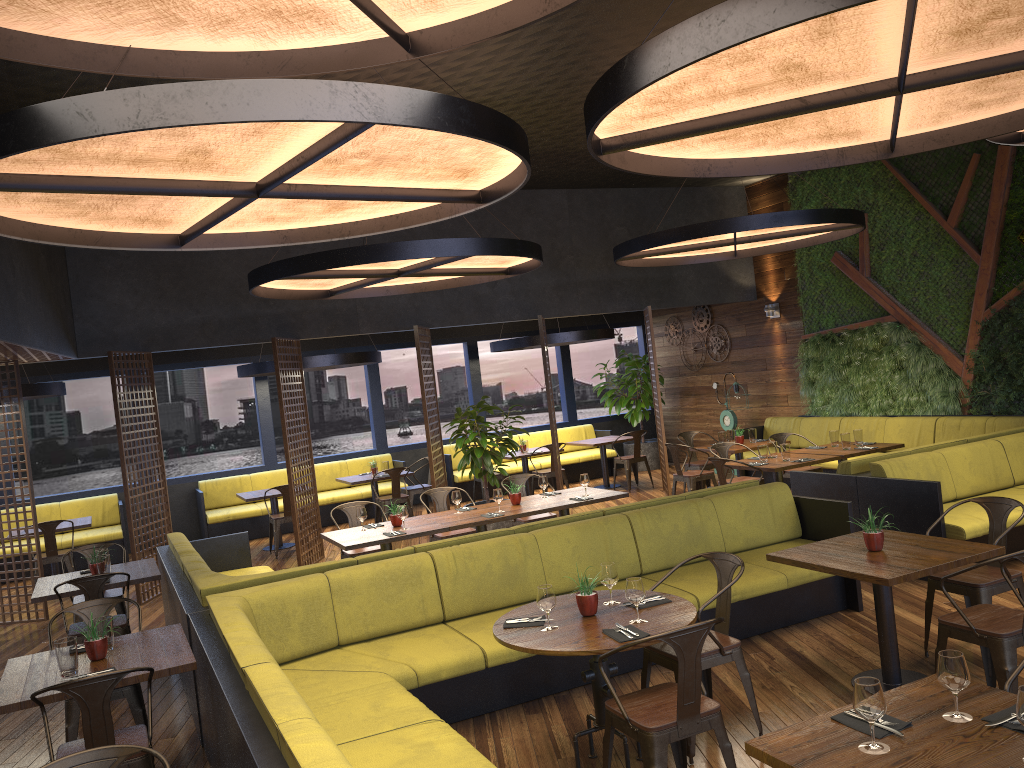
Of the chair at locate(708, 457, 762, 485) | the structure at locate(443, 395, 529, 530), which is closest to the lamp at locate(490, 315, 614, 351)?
the structure at locate(443, 395, 529, 530)

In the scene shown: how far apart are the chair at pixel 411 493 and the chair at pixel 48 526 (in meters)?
4.39

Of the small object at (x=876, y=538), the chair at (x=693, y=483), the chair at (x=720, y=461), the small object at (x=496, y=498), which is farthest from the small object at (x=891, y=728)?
the chair at (x=693, y=483)

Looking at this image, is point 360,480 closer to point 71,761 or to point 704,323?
point 704,323

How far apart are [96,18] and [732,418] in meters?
12.2 m

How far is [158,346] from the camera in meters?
10.2 m

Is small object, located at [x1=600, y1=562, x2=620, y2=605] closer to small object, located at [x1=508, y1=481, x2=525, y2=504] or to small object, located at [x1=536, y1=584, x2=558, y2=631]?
small object, located at [x1=536, y1=584, x2=558, y2=631]

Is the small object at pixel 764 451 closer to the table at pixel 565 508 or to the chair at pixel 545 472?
the table at pixel 565 508

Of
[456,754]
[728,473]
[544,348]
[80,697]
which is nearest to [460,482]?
[544,348]

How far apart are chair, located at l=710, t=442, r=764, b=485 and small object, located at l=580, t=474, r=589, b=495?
2.3 meters
